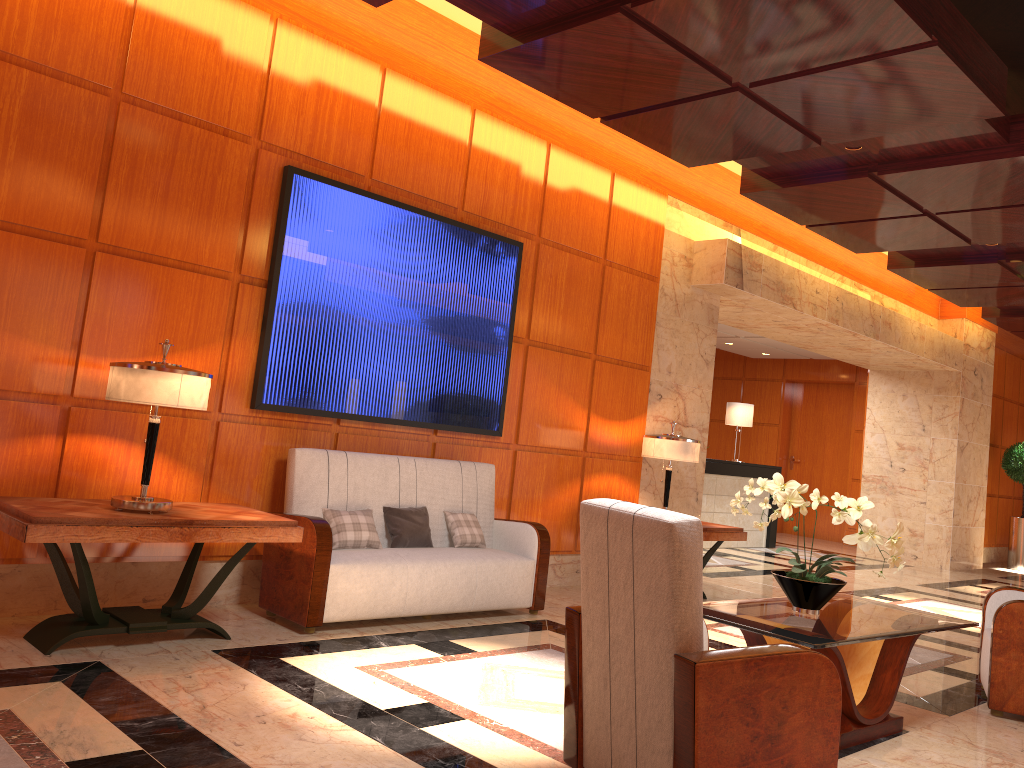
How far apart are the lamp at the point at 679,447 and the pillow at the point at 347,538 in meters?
2.6

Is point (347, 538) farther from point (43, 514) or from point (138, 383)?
point (43, 514)

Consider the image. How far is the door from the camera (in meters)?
15.16

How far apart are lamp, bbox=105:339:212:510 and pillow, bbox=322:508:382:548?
1.1m

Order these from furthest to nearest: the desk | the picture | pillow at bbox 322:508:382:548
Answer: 1. the desk
2. the picture
3. pillow at bbox 322:508:382:548

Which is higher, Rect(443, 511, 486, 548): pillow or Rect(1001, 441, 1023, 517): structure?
Rect(1001, 441, 1023, 517): structure

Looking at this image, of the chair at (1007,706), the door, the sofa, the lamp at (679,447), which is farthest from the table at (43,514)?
the door

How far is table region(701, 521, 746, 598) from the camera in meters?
7.0

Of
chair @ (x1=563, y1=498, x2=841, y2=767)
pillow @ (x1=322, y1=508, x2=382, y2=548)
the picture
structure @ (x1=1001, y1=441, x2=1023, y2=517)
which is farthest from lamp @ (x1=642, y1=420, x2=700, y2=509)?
structure @ (x1=1001, y1=441, x2=1023, y2=517)

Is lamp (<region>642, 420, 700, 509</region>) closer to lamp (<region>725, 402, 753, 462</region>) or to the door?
lamp (<region>725, 402, 753, 462</region>)
